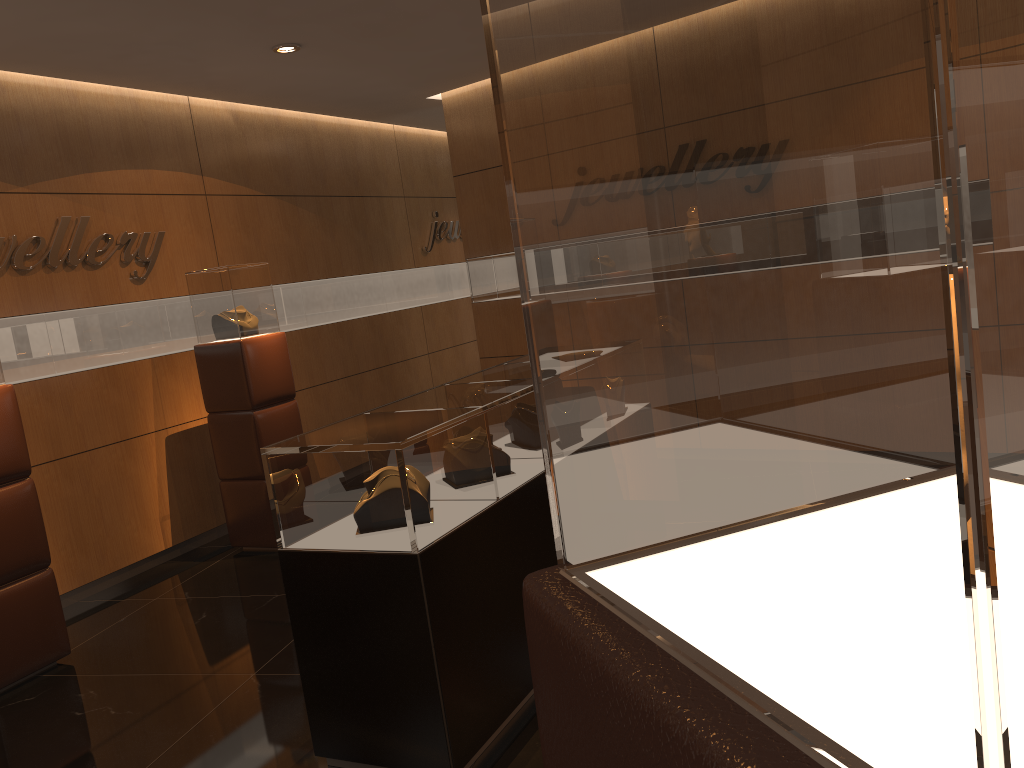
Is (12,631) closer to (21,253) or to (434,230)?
(21,253)

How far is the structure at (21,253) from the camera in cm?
542

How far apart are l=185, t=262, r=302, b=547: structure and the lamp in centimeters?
144cm

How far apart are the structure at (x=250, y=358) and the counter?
2.2m

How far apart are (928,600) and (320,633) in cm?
308

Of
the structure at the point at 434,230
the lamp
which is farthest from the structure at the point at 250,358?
the structure at the point at 434,230

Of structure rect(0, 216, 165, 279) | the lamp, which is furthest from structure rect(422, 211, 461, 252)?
the lamp

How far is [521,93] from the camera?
0.6 meters

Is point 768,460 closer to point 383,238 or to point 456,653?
point 456,653

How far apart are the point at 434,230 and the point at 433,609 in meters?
7.2
